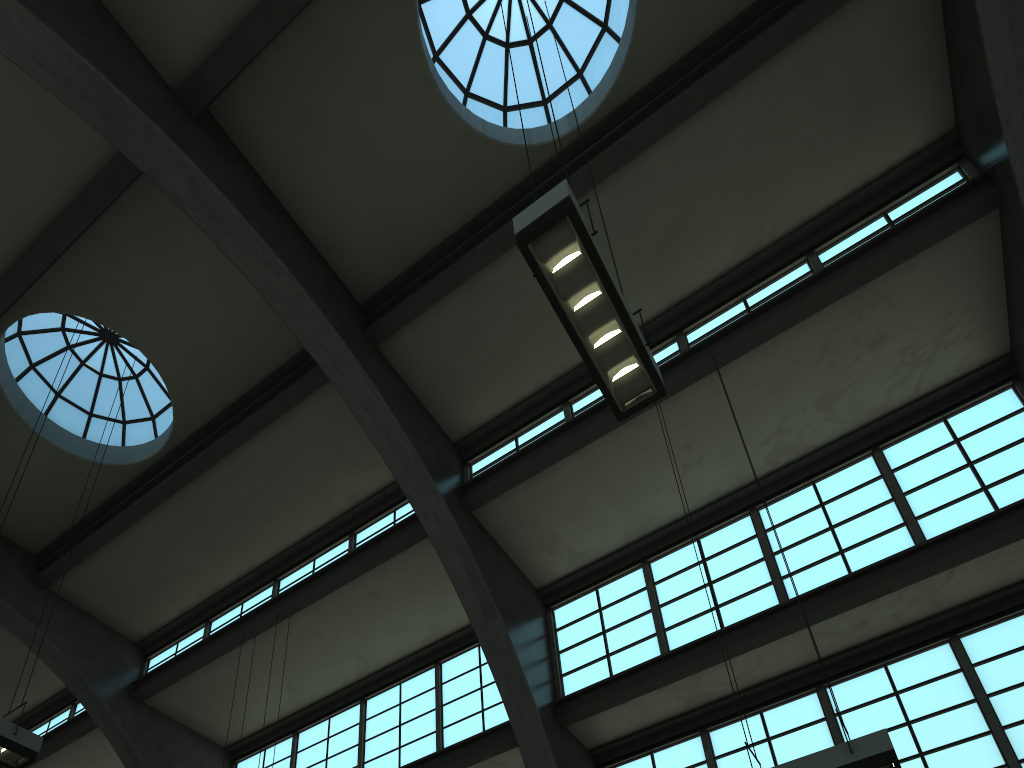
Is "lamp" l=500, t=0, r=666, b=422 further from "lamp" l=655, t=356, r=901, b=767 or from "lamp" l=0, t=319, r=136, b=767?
"lamp" l=0, t=319, r=136, b=767

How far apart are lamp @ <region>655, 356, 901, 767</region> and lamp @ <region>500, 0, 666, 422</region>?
3.1m

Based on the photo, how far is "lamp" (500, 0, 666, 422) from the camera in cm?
597

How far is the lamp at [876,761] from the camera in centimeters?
645cm

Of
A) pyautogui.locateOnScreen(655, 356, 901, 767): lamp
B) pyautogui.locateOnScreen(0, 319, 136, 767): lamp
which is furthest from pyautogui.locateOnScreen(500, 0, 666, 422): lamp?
pyautogui.locateOnScreen(0, 319, 136, 767): lamp

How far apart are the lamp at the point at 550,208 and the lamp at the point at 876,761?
3.1m

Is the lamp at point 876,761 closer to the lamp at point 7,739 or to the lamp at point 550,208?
the lamp at point 550,208

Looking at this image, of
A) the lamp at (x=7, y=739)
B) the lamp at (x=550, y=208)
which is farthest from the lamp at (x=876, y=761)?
the lamp at (x=7, y=739)

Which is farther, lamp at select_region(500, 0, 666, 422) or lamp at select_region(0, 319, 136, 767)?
lamp at select_region(0, 319, 136, 767)

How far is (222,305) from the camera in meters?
12.9 m
